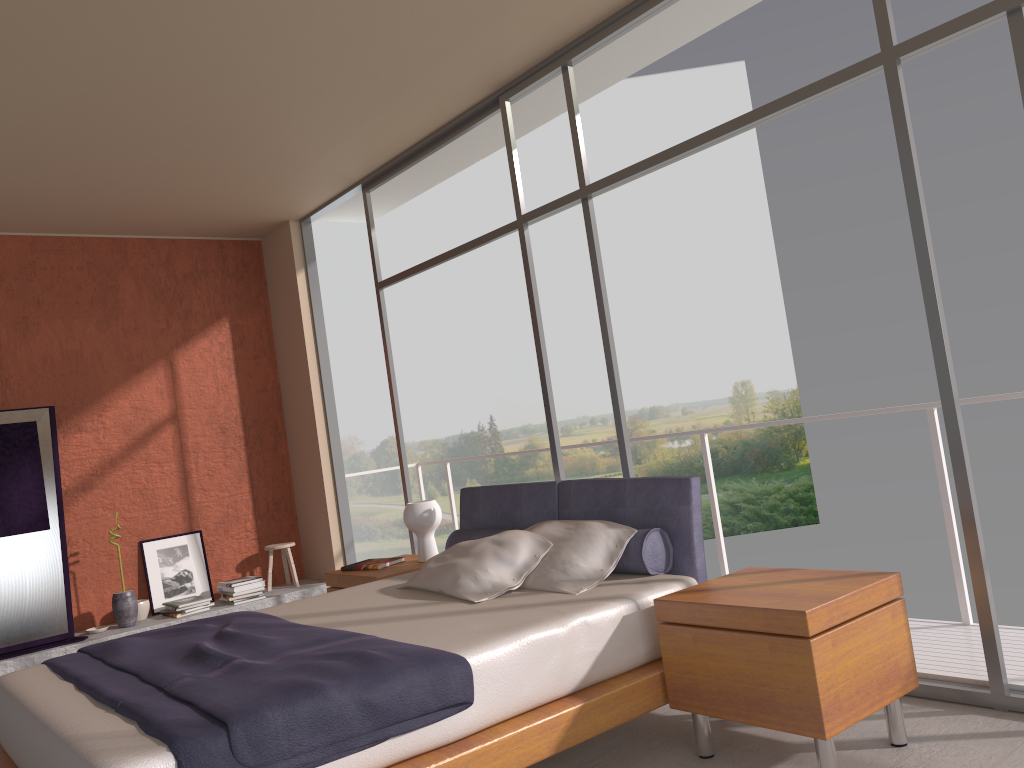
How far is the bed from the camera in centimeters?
239cm

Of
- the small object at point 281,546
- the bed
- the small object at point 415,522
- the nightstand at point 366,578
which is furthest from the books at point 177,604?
the bed

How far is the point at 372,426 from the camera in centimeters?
2397cm

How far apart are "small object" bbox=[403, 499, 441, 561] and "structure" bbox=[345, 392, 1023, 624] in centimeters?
156cm

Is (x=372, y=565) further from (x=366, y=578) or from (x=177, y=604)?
(x=177, y=604)

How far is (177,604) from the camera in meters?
6.3

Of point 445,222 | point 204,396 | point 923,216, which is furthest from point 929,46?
point 445,222

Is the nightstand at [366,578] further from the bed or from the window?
the window

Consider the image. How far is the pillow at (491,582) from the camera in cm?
368

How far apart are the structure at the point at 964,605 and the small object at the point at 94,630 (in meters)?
4.18
